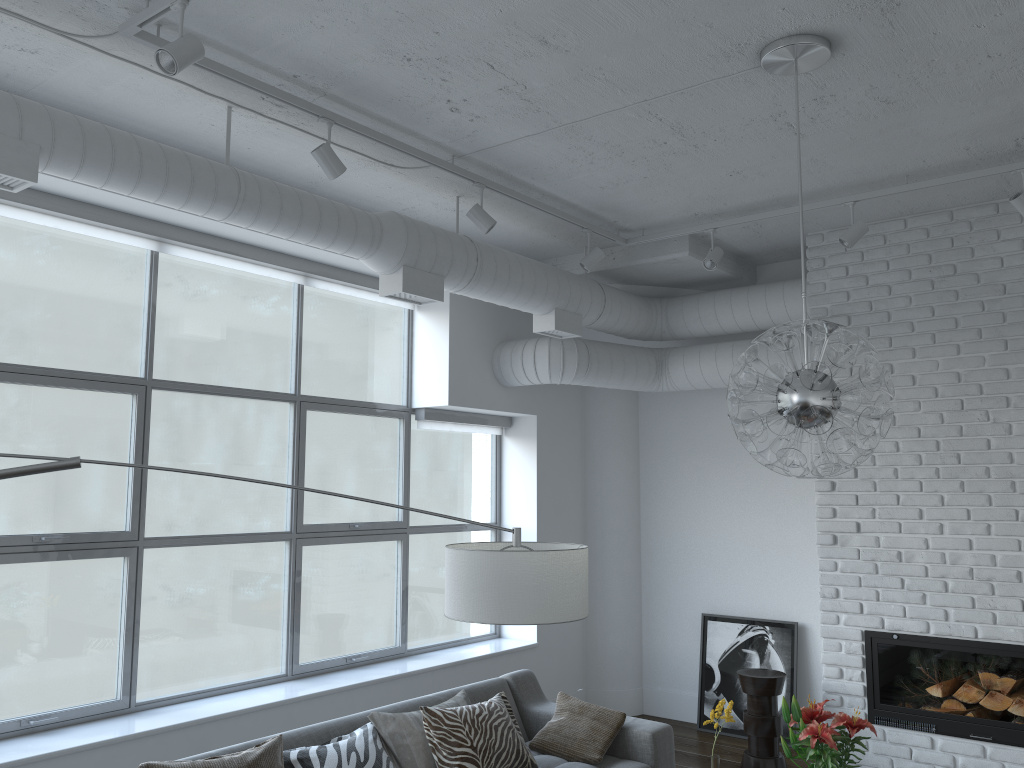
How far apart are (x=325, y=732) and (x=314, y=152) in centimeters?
235cm

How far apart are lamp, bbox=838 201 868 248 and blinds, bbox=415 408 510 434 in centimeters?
264cm

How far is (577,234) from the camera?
5.55m

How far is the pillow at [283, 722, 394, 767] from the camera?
3.3 meters

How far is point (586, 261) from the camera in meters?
5.1

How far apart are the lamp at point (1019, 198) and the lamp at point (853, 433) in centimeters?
152cm

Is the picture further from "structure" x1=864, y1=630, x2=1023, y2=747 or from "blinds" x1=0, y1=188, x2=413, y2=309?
"blinds" x1=0, y1=188, x2=413, y2=309

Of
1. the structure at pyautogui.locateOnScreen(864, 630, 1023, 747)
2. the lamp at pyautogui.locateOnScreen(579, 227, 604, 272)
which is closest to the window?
the lamp at pyautogui.locateOnScreen(579, 227, 604, 272)

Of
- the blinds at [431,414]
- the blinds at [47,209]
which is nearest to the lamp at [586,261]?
the blinds at [47,209]

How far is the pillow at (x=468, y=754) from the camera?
3.7m
